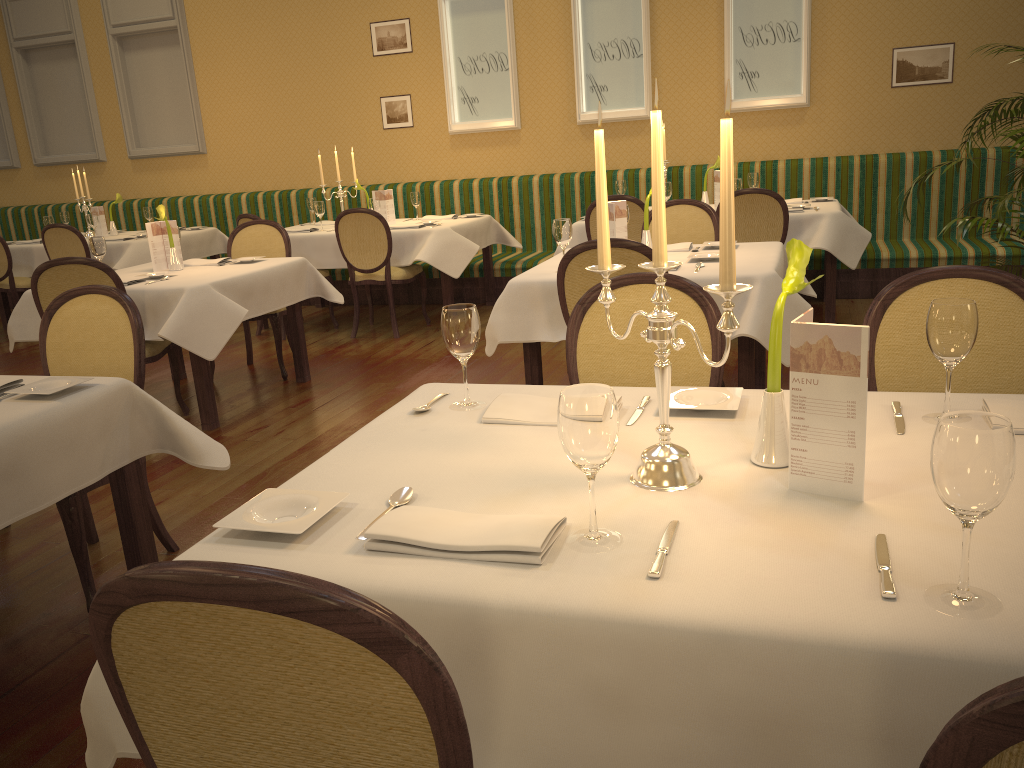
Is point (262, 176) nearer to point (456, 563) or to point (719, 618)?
point (456, 563)

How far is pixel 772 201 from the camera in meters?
5.4 m

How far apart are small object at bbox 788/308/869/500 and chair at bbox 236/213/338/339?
5.73m

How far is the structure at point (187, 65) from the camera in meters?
8.8

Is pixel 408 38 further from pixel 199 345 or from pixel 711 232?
pixel 199 345

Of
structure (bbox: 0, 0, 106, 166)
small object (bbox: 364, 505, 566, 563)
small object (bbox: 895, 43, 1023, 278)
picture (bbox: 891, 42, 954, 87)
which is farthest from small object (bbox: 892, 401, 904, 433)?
structure (bbox: 0, 0, 106, 166)

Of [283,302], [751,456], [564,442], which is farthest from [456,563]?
[283,302]

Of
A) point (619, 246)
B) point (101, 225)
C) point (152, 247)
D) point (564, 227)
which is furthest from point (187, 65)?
point (619, 246)

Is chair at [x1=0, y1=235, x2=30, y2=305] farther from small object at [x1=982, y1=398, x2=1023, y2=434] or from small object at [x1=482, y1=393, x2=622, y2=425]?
A: small object at [x1=982, y1=398, x2=1023, y2=434]

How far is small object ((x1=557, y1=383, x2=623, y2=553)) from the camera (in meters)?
1.20
